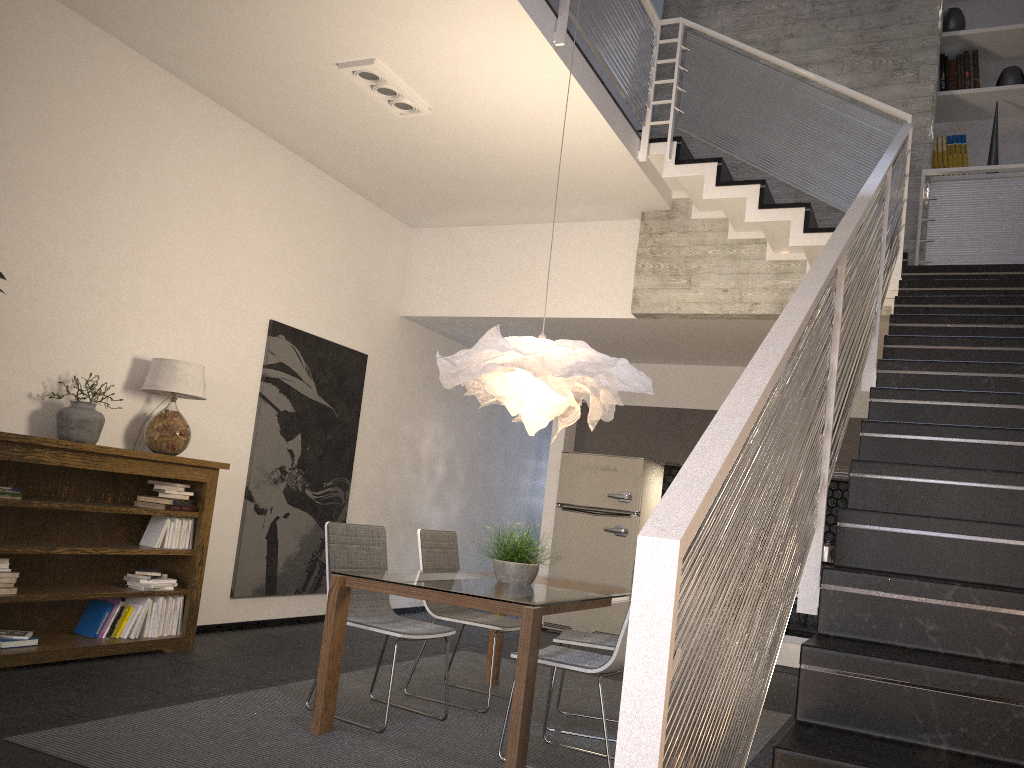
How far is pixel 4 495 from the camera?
4.4 meters

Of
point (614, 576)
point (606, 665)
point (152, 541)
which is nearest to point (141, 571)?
point (152, 541)

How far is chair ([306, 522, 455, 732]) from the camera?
4.2 meters

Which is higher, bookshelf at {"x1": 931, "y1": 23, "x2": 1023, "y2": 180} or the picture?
bookshelf at {"x1": 931, "y1": 23, "x2": 1023, "y2": 180}

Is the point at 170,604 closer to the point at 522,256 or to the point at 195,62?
the point at 195,62

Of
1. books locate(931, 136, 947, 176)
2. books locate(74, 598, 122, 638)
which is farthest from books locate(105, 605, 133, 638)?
books locate(931, 136, 947, 176)

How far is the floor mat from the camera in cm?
334

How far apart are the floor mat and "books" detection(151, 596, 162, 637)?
1.09m

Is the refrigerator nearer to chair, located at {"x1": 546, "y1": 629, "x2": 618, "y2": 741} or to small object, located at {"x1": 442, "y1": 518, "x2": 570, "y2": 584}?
chair, located at {"x1": 546, "y1": 629, "x2": 618, "y2": 741}

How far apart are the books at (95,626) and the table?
1.9 meters
